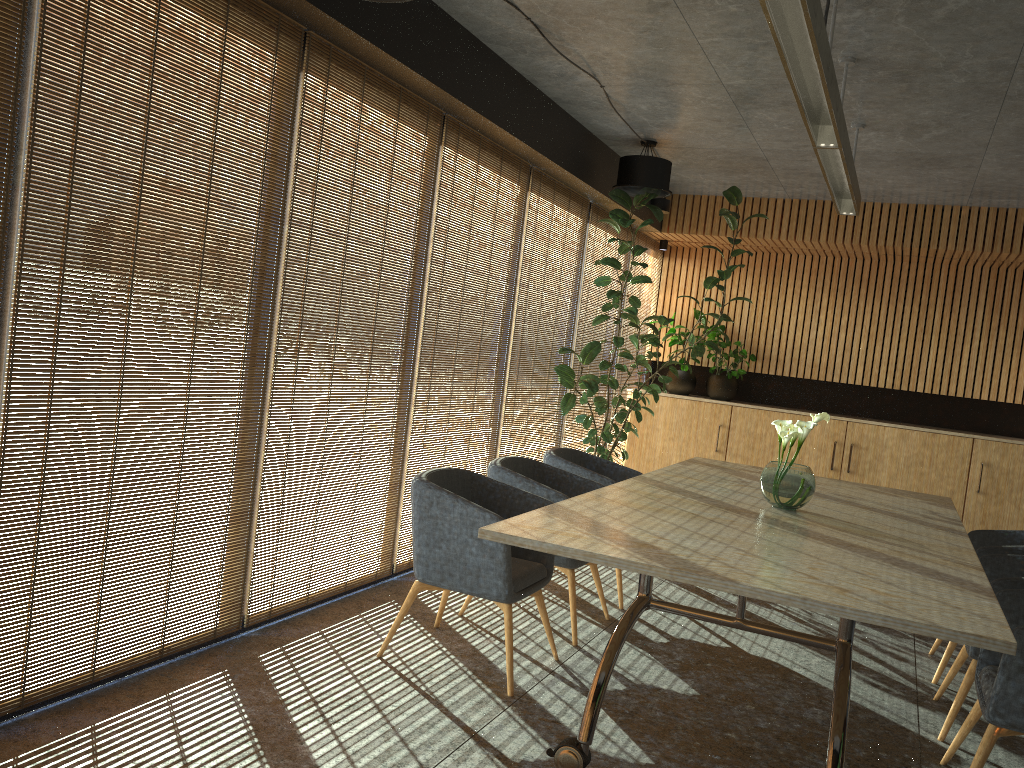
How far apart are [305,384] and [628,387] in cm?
613

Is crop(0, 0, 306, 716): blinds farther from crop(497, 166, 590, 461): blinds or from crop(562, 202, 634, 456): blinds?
crop(562, 202, 634, 456): blinds

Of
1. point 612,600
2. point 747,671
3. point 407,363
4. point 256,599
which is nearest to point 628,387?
point 612,600

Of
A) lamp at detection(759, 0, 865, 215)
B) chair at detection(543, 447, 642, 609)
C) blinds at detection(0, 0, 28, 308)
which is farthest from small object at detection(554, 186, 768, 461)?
blinds at detection(0, 0, 28, 308)

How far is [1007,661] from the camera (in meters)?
3.32

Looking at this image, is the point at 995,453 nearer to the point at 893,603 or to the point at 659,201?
the point at 659,201

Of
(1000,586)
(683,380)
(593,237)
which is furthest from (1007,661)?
(683,380)

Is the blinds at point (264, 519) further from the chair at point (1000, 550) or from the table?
the chair at point (1000, 550)

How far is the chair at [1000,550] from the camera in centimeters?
490cm

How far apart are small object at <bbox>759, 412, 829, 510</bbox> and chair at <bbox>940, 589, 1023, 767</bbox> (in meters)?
1.05
